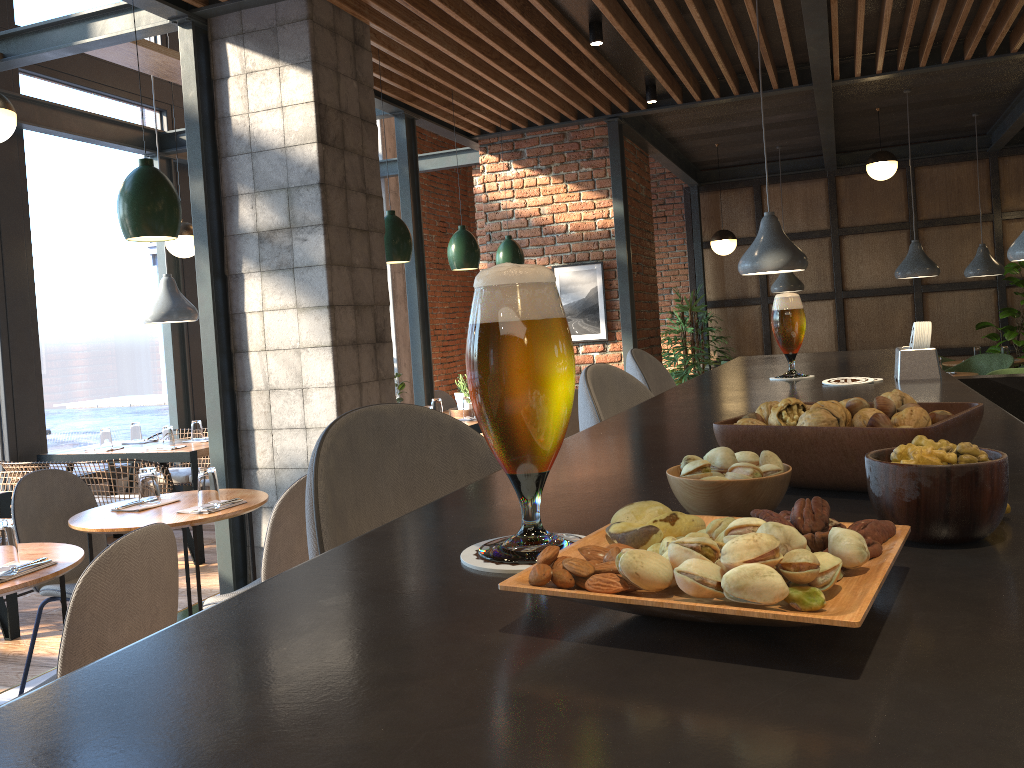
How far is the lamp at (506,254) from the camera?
6.72m

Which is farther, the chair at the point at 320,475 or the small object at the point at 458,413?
the small object at the point at 458,413

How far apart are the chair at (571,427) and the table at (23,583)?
3.68m

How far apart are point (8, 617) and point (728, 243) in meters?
7.2

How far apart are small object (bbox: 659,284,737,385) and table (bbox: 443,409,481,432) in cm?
501

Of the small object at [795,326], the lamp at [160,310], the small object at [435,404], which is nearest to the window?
the lamp at [160,310]

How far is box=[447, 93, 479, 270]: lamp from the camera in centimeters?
589cm

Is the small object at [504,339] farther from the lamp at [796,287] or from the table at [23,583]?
the lamp at [796,287]

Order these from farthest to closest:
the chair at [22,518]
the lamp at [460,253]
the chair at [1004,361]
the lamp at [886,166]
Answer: the lamp at [886,166]
the chair at [1004,361]
the lamp at [460,253]
the chair at [22,518]

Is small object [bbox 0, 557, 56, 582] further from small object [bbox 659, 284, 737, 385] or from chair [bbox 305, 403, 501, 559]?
small object [bbox 659, 284, 737, 385]
